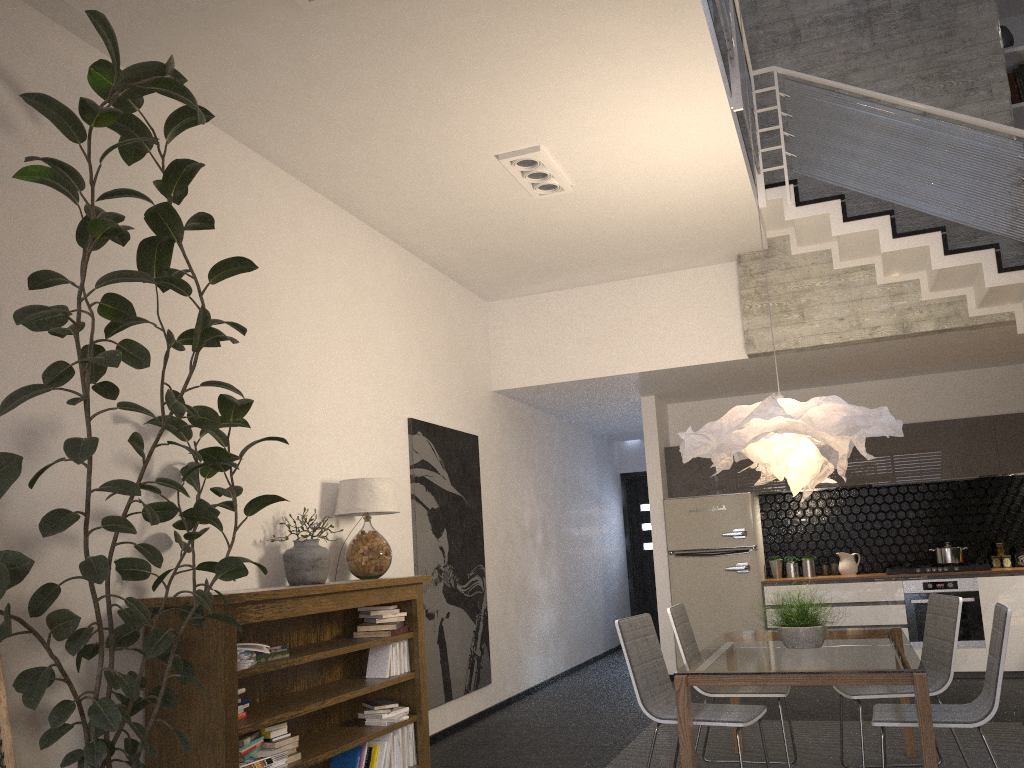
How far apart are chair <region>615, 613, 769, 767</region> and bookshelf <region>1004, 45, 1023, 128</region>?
5.08m

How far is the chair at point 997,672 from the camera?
3.60m

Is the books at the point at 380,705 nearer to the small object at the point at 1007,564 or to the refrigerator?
the refrigerator

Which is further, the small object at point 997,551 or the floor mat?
the small object at point 997,551

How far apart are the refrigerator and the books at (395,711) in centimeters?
395cm

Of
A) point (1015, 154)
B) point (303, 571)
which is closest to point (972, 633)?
point (1015, 154)

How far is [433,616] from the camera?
6.2m

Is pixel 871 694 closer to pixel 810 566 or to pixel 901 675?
pixel 901 675

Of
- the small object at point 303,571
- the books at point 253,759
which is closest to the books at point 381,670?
the small object at point 303,571

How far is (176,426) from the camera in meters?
3.9
